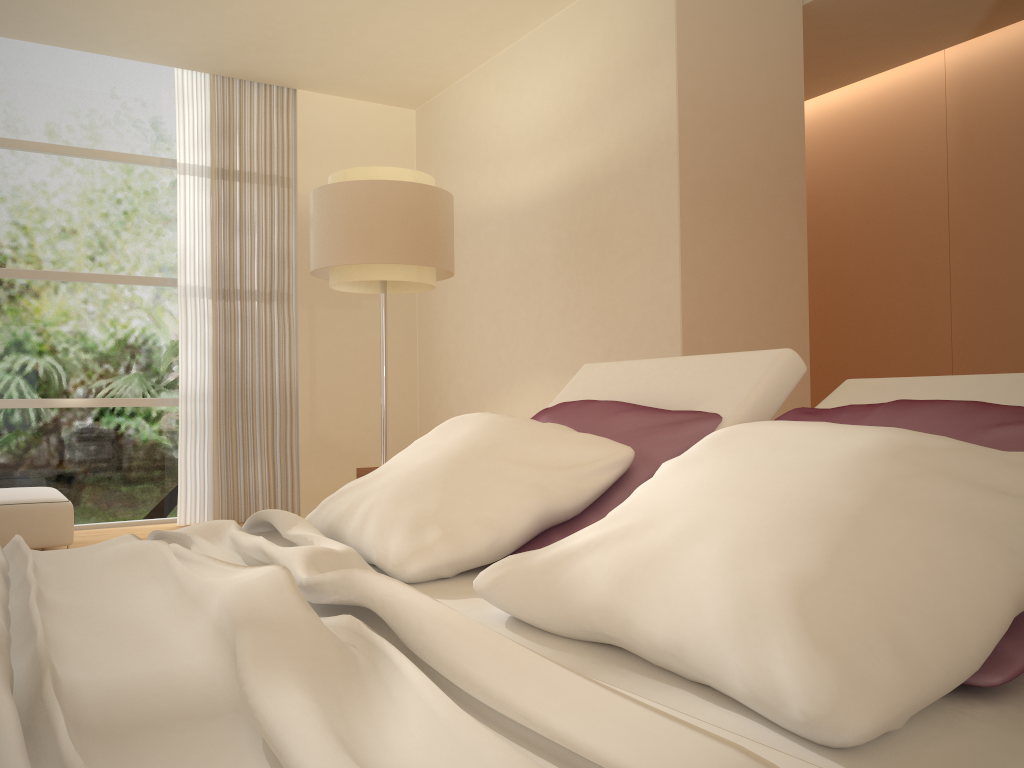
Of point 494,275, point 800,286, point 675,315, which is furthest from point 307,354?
point 800,286

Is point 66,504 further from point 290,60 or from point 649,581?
point 649,581

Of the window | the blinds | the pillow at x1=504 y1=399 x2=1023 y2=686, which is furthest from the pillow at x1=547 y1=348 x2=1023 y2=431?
the window

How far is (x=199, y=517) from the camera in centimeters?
609cm

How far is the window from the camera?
5.8m

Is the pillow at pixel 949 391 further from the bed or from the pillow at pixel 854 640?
the bed

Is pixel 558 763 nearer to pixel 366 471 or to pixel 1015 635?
pixel 1015 635

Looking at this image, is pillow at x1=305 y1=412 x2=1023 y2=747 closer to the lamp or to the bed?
the bed

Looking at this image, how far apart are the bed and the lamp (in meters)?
2.24

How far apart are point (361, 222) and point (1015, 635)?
3.79m
